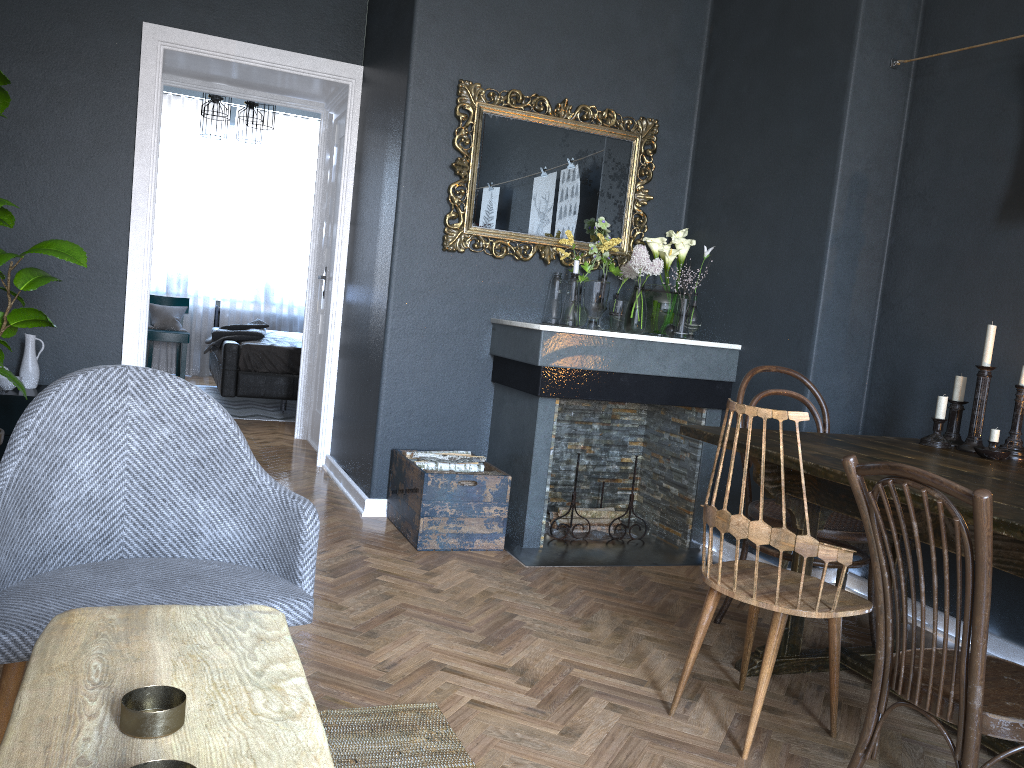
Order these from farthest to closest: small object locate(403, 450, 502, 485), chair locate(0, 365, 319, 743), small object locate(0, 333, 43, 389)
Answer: small object locate(0, 333, 43, 389) < small object locate(403, 450, 502, 485) < chair locate(0, 365, 319, 743)

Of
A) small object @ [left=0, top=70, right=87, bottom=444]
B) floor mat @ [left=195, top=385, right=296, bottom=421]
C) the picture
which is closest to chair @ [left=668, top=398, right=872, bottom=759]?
the picture

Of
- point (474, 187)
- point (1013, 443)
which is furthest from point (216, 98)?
point (1013, 443)

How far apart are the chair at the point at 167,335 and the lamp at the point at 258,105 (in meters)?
2.58

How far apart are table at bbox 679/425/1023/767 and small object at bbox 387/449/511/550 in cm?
118

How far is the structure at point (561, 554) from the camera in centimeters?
379cm

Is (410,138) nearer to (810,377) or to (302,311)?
(810,377)

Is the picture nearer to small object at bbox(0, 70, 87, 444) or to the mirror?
the mirror

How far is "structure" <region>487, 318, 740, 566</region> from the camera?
3.79m

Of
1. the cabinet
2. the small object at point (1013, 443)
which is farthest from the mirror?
the cabinet
